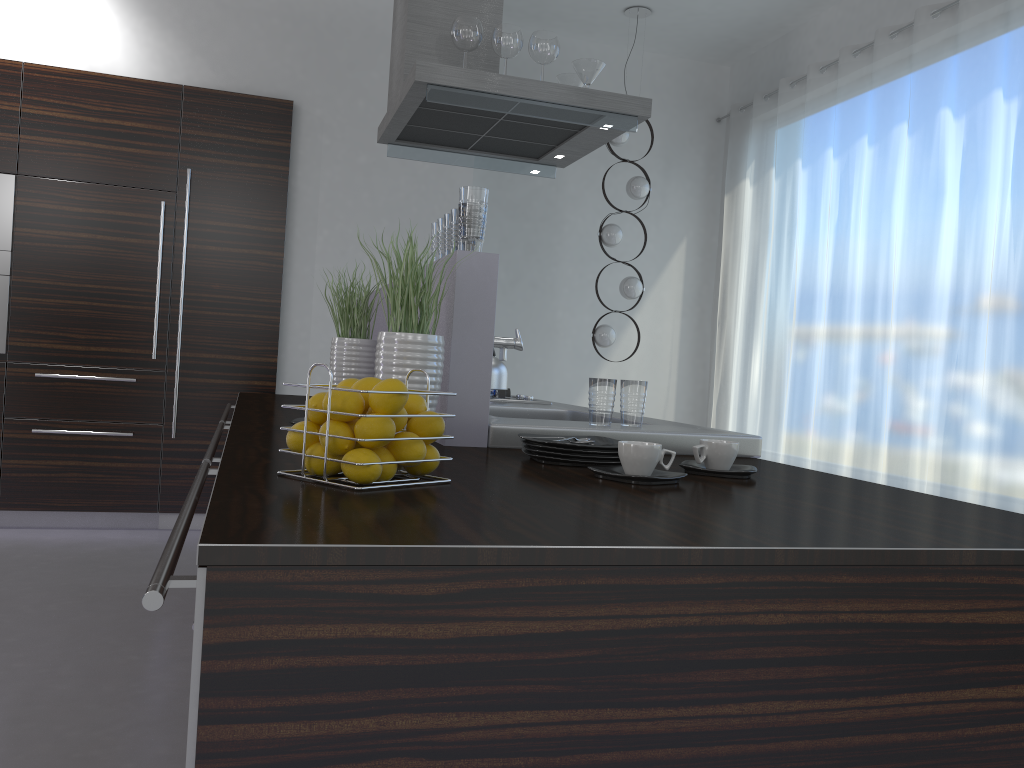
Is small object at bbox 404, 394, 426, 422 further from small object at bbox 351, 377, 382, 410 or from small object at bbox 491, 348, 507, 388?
small object at bbox 491, 348, 507, 388

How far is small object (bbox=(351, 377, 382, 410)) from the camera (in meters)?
1.36

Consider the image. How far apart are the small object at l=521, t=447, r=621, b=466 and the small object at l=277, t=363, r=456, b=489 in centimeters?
41cm

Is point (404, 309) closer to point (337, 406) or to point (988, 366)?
point (337, 406)

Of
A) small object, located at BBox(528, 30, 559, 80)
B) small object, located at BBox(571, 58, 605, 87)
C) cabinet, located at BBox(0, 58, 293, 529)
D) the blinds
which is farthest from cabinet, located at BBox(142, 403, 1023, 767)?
the blinds

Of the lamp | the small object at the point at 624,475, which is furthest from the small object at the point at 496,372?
the lamp

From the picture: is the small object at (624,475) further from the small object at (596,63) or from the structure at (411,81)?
the small object at (596,63)

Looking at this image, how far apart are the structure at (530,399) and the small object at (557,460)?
1.7m

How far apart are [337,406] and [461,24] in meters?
2.4

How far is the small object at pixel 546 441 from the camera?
1.7 meters
